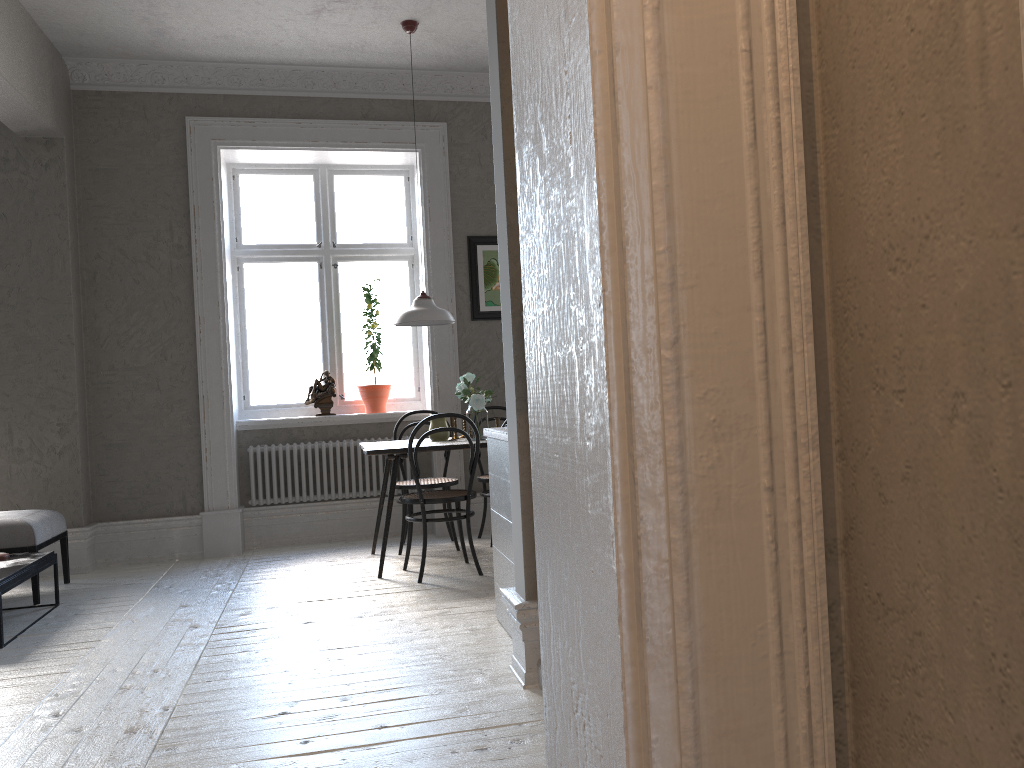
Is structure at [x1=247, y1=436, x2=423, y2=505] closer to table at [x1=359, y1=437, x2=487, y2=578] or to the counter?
table at [x1=359, y1=437, x2=487, y2=578]

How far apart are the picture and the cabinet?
2.7 meters

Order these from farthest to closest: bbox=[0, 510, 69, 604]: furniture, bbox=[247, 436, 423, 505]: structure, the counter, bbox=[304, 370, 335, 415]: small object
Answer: bbox=[304, 370, 335, 415]: small object
bbox=[247, 436, 423, 505]: structure
bbox=[0, 510, 69, 604]: furniture
the counter

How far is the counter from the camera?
3.5m

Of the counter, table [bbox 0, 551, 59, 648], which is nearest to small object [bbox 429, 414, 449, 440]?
the counter

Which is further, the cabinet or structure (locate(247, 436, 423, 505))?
structure (locate(247, 436, 423, 505))

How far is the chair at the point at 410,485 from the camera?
5.71m

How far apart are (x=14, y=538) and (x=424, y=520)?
2.2m

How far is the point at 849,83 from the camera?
0.9 meters

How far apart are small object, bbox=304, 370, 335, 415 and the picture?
1.1 meters
